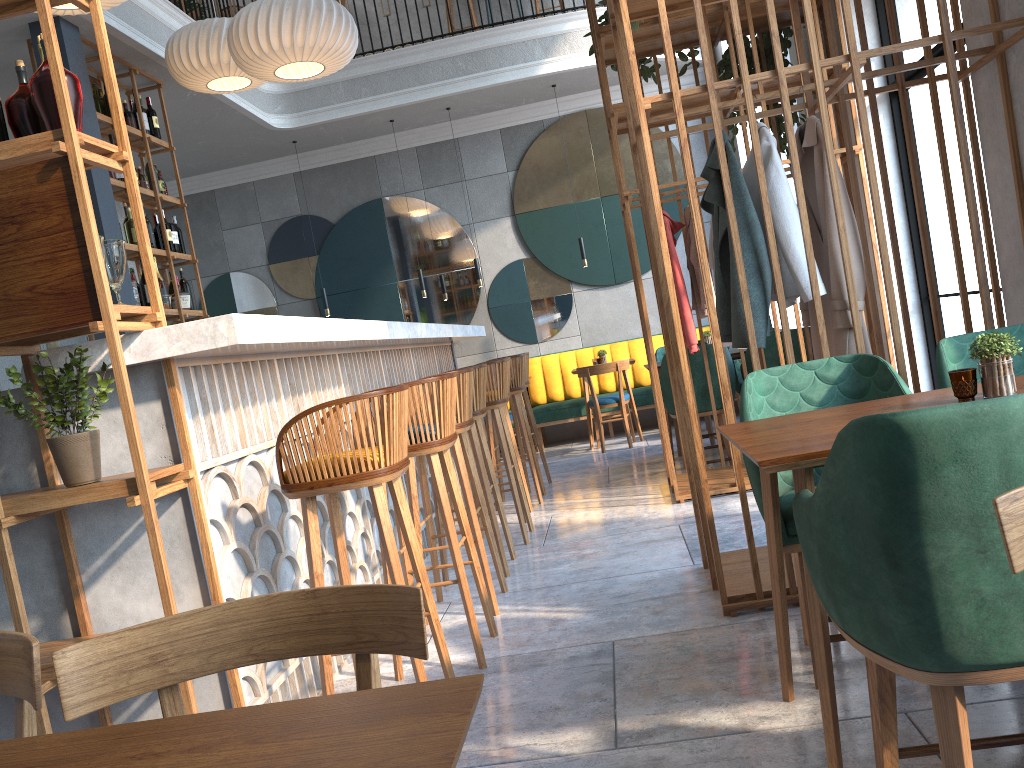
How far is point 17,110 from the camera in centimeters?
226cm

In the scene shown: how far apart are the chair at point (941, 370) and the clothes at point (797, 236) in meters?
0.5

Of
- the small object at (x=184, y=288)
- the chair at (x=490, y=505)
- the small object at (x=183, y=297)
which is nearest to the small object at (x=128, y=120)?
the small object at (x=184, y=288)

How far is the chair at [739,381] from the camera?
7.00m

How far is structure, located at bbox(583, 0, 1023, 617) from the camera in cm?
297

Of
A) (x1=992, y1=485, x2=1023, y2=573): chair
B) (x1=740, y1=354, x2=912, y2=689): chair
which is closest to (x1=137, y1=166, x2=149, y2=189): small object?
(x1=740, y1=354, x2=912, y2=689): chair

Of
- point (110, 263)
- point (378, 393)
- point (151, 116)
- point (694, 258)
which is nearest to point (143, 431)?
point (110, 263)

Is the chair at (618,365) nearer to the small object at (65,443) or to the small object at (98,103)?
the small object at (98,103)

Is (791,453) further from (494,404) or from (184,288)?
(184,288)

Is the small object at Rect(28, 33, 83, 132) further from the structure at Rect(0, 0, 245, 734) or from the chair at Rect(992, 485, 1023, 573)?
the chair at Rect(992, 485, 1023, 573)
